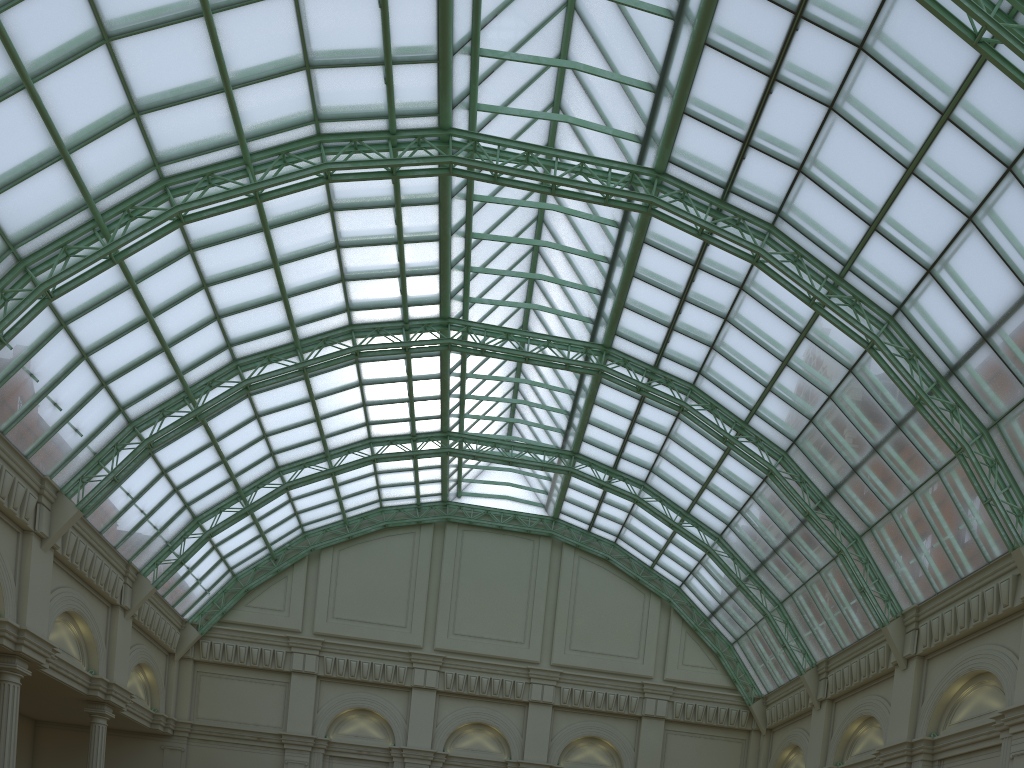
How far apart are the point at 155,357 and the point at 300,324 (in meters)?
7.37
